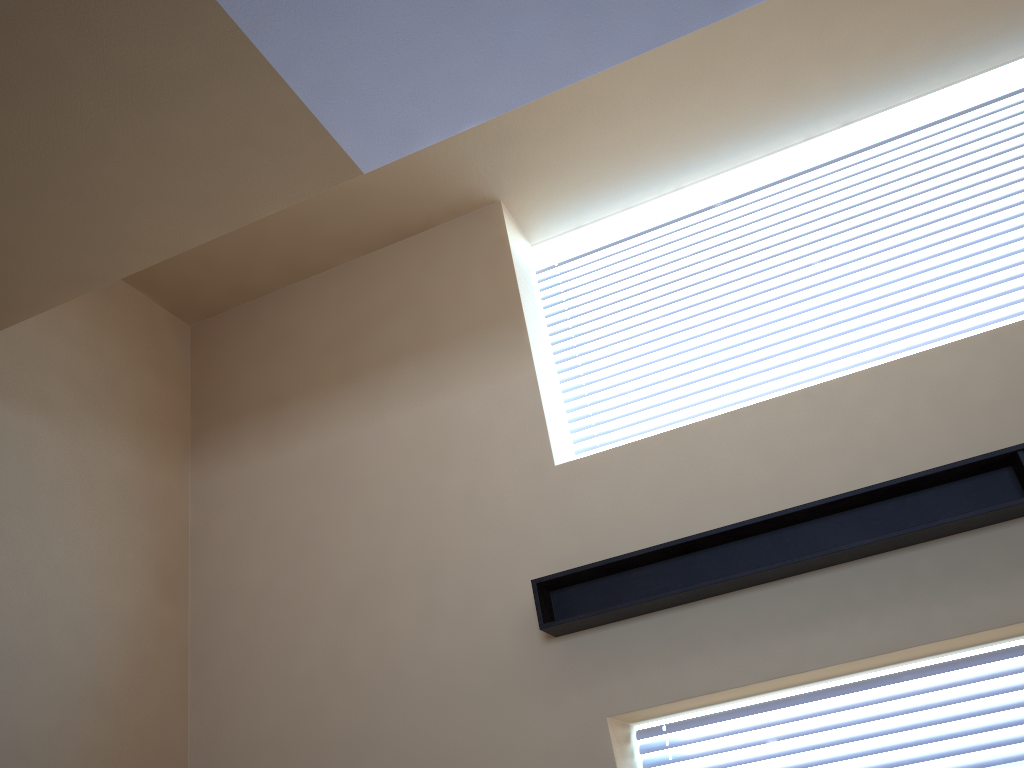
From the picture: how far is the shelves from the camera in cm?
333

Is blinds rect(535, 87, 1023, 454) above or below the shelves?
above

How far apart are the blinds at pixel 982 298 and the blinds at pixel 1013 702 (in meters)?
1.36

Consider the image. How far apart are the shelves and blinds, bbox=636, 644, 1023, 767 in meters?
0.6

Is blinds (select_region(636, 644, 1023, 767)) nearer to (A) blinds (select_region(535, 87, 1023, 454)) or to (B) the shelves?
(B) the shelves

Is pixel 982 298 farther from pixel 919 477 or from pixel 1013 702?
pixel 1013 702

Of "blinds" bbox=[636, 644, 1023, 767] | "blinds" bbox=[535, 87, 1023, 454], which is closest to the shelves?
"blinds" bbox=[636, 644, 1023, 767]

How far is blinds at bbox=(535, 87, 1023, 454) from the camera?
4.1 meters

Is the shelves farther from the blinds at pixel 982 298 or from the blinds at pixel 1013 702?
the blinds at pixel 982 298

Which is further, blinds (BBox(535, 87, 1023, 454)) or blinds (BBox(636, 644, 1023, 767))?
blinds (BBox(535, 87, 1023, 454))
